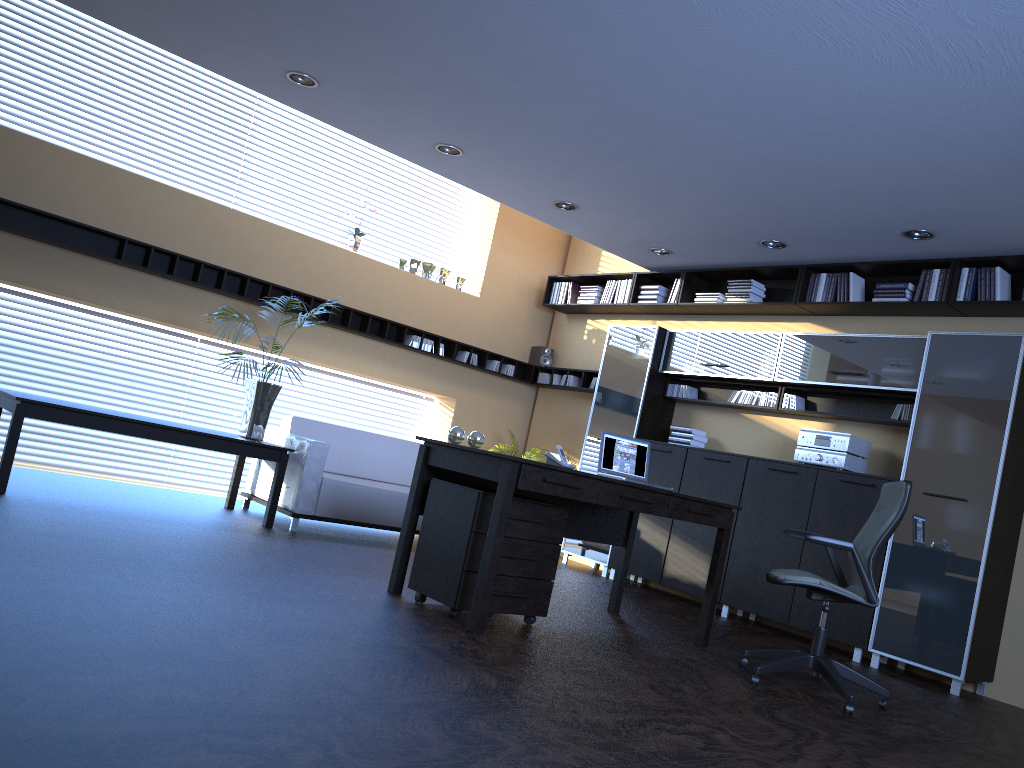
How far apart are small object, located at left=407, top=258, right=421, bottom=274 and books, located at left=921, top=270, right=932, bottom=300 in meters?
4.9

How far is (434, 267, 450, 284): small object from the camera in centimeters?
939cm

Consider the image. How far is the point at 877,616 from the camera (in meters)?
6.14

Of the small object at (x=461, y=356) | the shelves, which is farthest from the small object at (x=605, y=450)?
the small object at (x=461, y=356)

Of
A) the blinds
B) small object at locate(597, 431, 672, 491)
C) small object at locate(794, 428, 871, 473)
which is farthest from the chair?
the blinds

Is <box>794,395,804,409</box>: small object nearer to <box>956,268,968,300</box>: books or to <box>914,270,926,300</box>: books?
<box>914,270,926,300</box>: books

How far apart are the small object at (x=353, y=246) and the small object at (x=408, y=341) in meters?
1.0 m

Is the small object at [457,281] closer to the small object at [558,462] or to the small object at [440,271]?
the small object at [440,271]

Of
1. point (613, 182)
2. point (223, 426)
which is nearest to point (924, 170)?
point (613, 182)

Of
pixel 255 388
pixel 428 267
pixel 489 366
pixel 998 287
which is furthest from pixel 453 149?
pixel 998 287
